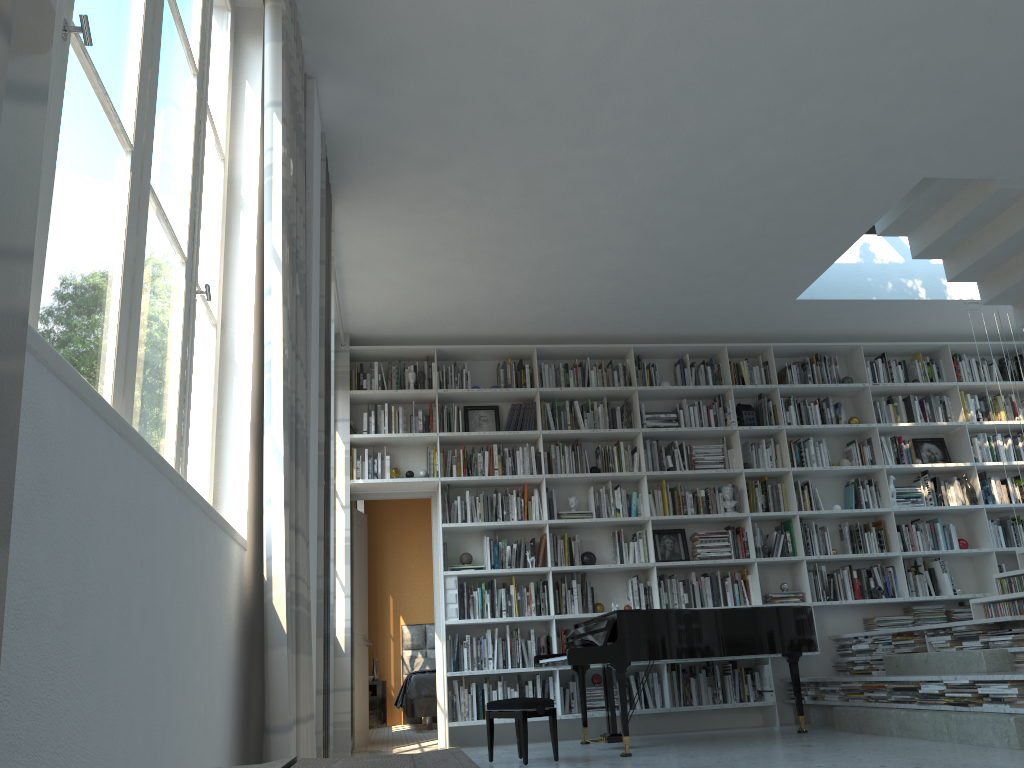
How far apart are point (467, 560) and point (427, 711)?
2.6m

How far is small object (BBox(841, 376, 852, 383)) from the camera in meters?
7.8 m

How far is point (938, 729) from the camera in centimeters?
489cm

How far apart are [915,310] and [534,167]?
4.1 meters

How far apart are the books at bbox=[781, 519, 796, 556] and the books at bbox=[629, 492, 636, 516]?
1.34m

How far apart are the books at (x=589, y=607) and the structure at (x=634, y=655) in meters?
0.6

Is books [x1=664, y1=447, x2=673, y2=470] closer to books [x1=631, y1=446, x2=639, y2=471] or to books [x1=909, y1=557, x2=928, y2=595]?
books [x1=631, y1=446, x2=639, y2=471]

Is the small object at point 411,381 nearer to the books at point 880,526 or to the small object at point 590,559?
the small object at point 590,559

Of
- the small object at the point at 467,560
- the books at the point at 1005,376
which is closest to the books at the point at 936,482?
the books at the point at 1005,376

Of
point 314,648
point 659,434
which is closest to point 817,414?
point 659,434
